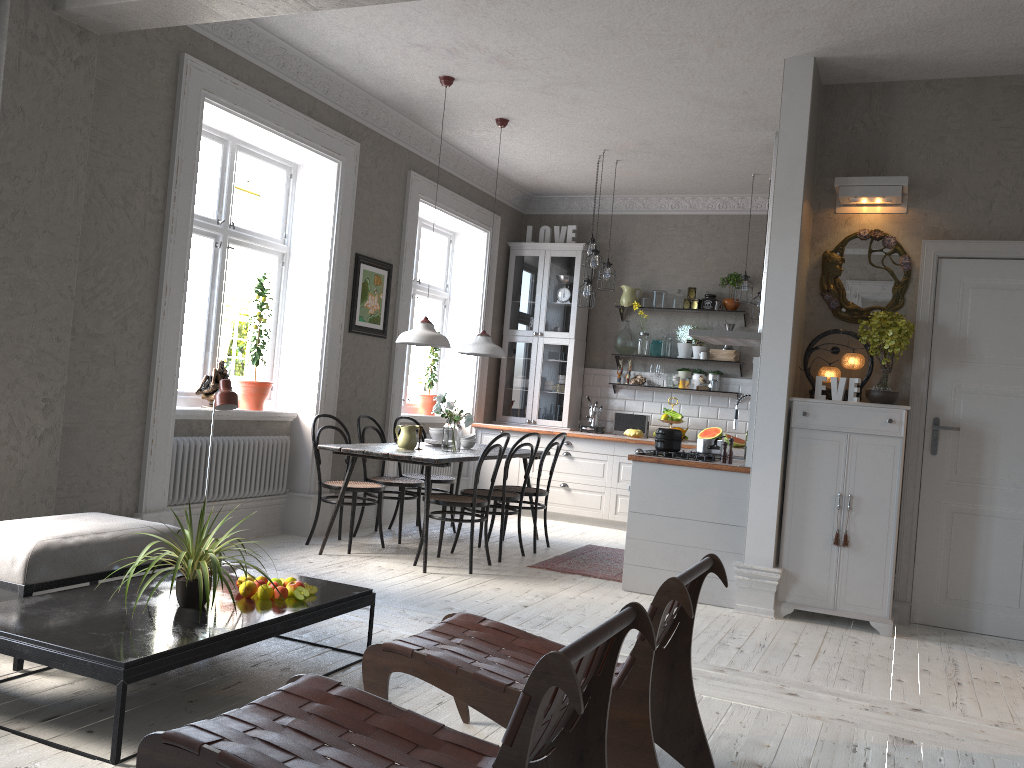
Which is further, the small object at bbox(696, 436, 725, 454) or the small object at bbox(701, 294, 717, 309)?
the small object at bbox(701, 294, 717, 309)

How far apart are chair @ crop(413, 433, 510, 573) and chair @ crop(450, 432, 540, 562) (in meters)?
0.19

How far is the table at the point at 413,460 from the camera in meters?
5.6 m

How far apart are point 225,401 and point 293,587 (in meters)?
0.83

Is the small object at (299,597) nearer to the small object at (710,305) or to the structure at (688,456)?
the structure at (688,456)

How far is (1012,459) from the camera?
5.0 meters

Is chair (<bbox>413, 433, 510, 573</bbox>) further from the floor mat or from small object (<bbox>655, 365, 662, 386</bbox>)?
small object (<bbox>655, 365, 662, 386</bbox>)

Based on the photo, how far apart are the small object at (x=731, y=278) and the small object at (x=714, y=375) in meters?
0.7

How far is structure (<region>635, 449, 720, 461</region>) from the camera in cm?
552

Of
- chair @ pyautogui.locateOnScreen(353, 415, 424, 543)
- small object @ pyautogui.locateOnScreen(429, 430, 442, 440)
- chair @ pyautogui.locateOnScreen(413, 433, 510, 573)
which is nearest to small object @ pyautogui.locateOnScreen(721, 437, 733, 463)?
chair @ pyautogui.locateOnScreen(413, 433, 510, 573)
